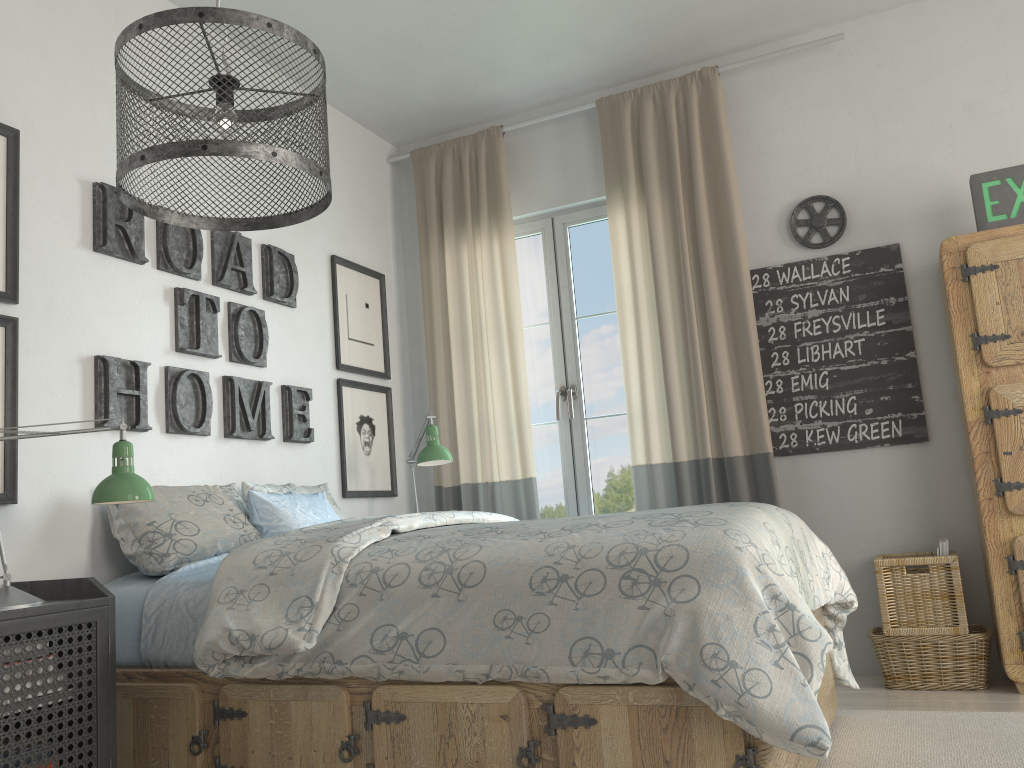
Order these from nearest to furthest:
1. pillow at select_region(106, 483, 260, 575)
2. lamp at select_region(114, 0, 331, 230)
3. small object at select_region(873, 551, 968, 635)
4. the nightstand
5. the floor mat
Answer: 1. lamp at select_region(114, 0, 331, 230)
2. the nightstand
3. the floor mat
4. pillow at select_region(106, 483, 260, 575)
5. small object at select_region(873, 551, 968, 635)

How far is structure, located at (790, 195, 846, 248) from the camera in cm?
364

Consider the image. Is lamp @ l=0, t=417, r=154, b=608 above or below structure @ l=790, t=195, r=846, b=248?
below

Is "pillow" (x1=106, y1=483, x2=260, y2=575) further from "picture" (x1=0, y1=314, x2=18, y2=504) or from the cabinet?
the cabinet

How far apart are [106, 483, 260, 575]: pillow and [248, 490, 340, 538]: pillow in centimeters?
2cm

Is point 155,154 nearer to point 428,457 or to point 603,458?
point 428,457

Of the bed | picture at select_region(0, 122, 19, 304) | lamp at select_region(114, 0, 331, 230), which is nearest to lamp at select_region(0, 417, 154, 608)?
the bed

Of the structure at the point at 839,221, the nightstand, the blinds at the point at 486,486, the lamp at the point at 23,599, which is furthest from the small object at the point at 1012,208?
the nightstand

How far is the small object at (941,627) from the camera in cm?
308

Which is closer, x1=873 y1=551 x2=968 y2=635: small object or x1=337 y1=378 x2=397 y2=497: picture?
x1=873 y1=551 x2=968 y2=635: small object
